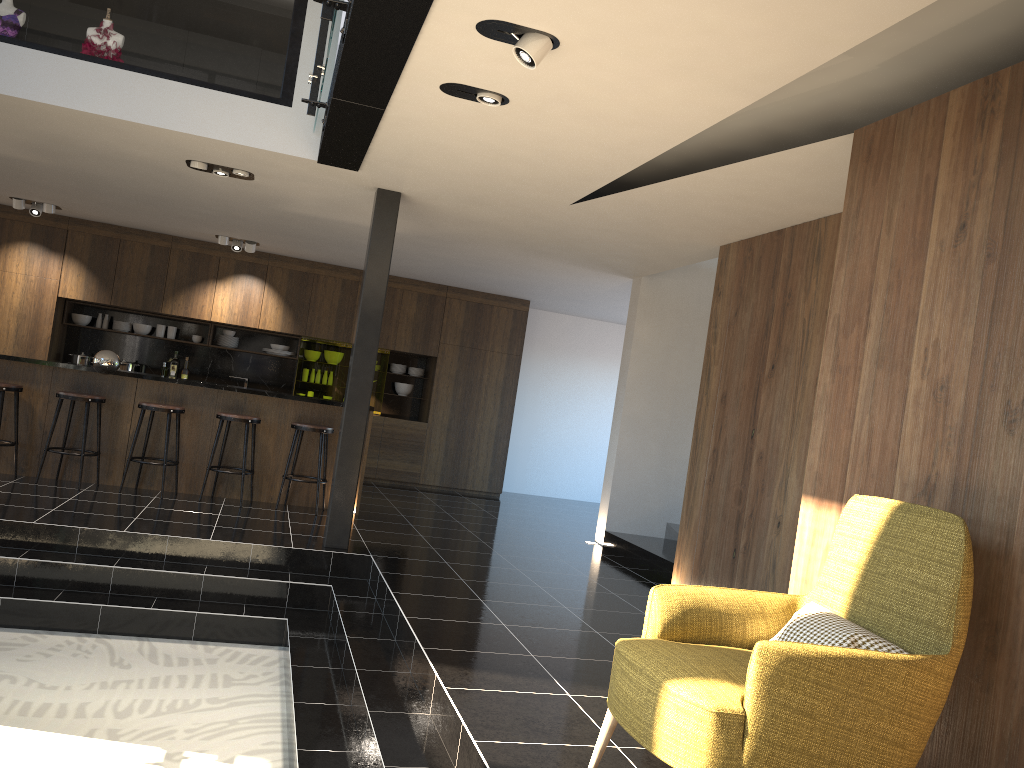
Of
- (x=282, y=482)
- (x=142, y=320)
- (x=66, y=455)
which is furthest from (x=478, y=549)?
(x=142, y=320)

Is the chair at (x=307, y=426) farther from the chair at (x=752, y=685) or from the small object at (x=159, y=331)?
the chair at (x=752, y=685)

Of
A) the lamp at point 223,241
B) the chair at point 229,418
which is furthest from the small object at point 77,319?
the chair at point 229,418

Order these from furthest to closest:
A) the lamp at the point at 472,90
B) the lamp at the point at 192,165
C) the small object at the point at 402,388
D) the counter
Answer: the small object at the point at 402,388 → the counter → the lamp at the point at 192,165 → the lamp at the point at 472,90

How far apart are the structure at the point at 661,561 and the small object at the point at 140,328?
6.5m

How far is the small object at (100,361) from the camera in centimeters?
786cm

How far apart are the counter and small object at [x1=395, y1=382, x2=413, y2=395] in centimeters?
391cm

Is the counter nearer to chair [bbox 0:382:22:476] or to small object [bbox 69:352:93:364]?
chair [bbox 0:382:22:476]

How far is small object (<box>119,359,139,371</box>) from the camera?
10.80m

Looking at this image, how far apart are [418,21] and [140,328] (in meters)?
8.82
